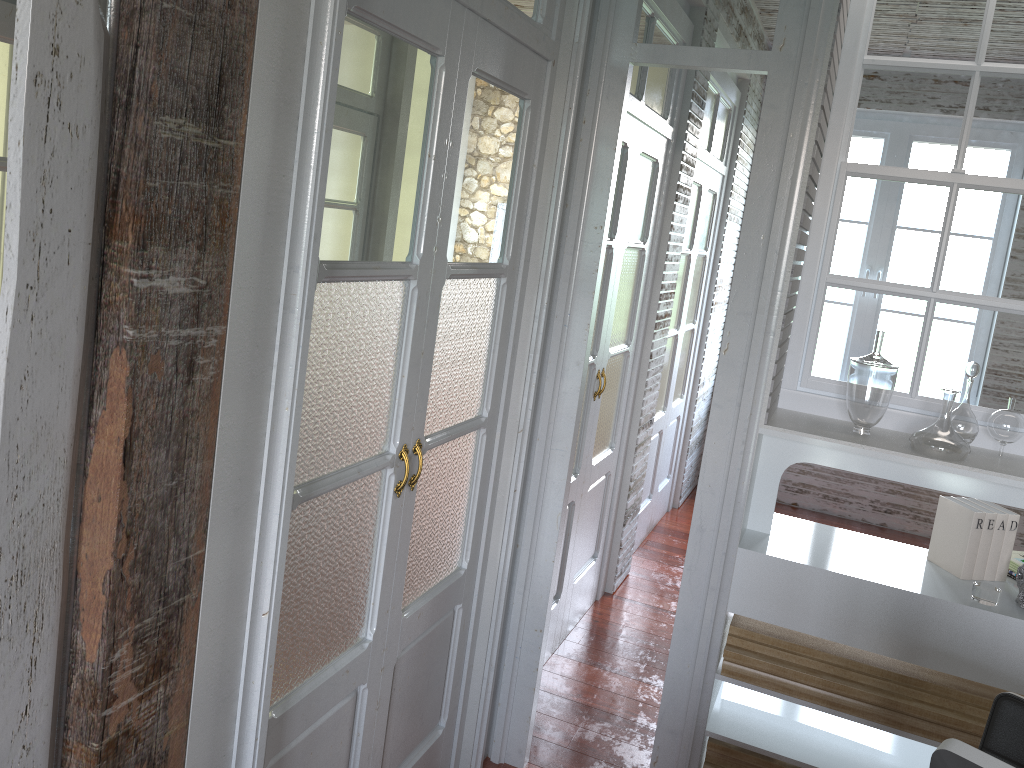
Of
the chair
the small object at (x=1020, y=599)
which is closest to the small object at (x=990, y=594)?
the small object at (x=1020, y=599)

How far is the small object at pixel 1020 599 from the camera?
2.28m

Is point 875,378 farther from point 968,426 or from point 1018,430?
point 1018,430

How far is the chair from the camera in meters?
1.6 m

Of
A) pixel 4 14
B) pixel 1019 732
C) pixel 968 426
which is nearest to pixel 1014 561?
pixel 968 426

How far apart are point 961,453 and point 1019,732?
0.80m

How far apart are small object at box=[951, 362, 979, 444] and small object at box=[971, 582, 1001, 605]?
0.38m

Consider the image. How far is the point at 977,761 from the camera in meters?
0.9 m

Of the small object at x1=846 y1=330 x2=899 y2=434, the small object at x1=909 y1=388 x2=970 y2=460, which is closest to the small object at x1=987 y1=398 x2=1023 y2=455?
the small object at x1=909 y1=388 x2=970 y2=460

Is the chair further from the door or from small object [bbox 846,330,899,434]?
the door
